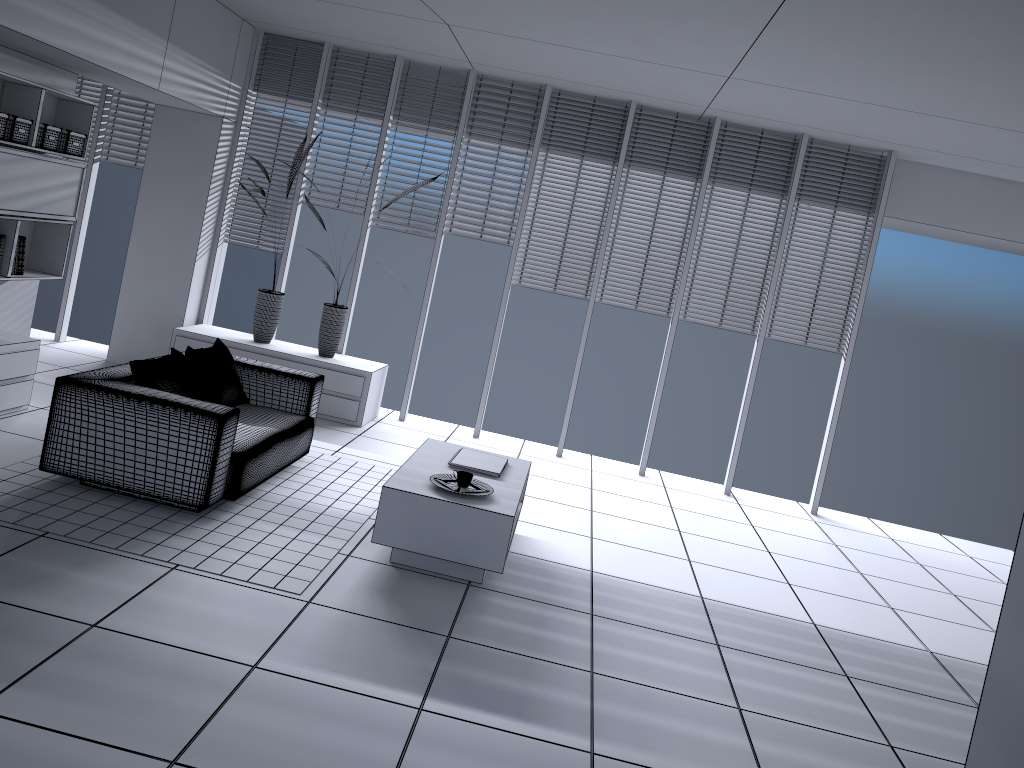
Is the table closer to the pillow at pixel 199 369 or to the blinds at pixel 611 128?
the pillow at pixel 199 369

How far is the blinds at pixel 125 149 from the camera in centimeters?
776cm

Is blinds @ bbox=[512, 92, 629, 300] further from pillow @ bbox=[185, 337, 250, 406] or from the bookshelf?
the bookshelf

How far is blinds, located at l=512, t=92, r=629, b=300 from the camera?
7.3m

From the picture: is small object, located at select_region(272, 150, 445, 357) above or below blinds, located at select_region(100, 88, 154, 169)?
below

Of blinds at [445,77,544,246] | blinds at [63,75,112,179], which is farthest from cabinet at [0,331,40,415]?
blinds at [445,77,544,246]

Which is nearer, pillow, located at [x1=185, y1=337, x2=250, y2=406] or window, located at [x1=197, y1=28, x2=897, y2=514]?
pillow, located at [x1=185, y1=337, x2=250, y2=406]

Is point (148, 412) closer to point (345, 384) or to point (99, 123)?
point (345, 384)

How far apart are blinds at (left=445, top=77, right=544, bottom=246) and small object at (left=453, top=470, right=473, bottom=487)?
3.4m

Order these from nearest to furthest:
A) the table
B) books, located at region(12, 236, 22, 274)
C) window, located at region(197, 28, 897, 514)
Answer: the table < books, located at region(12, 236, 22, 274) < window, located at region(197, 28, 897, 514)
